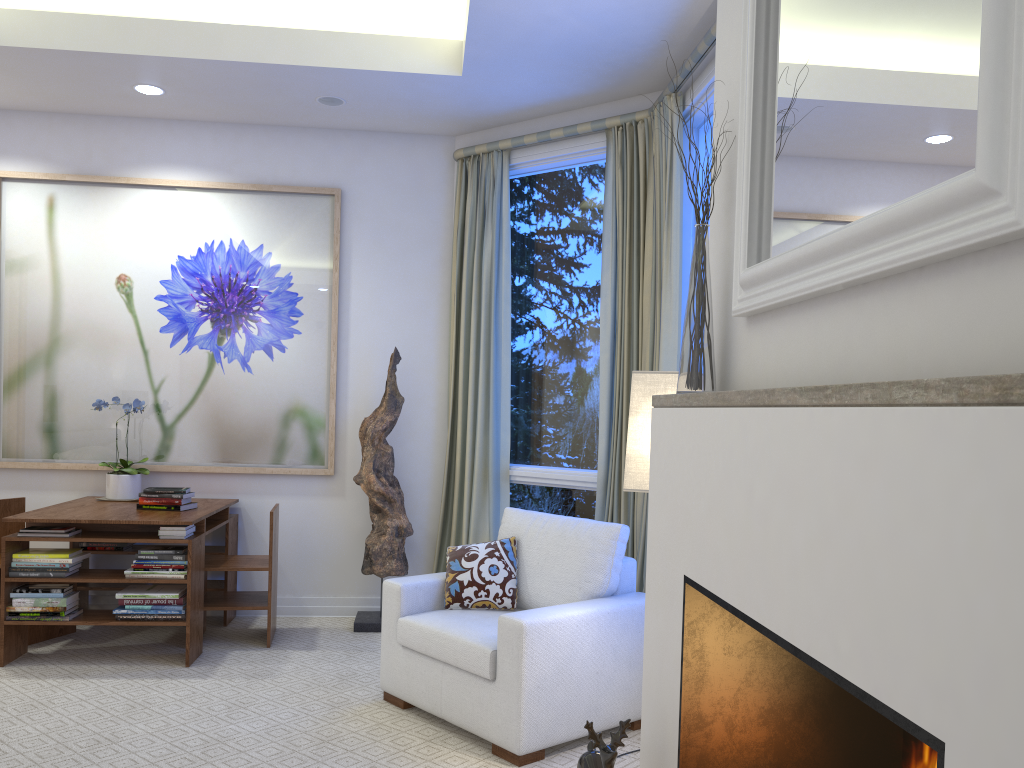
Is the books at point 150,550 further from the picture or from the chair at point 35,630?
the picture

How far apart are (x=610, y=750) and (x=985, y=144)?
1.3m

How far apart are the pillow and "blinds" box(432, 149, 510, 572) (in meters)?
0.95

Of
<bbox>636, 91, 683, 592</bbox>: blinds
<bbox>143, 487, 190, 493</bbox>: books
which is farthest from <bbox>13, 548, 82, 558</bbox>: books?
<bbox>636, 91, 683, 592</bbox>: blinds

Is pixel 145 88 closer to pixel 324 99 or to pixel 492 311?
pixel 324 99

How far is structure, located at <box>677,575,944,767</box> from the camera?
A: 1.70m

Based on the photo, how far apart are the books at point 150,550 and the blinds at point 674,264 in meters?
1.9 m

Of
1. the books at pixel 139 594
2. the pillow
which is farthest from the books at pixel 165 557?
the pillow

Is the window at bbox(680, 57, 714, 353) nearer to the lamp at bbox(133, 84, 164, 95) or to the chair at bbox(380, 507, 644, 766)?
the chair at bbox(380, 507, 644, 766)

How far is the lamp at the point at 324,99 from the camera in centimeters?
413cm
